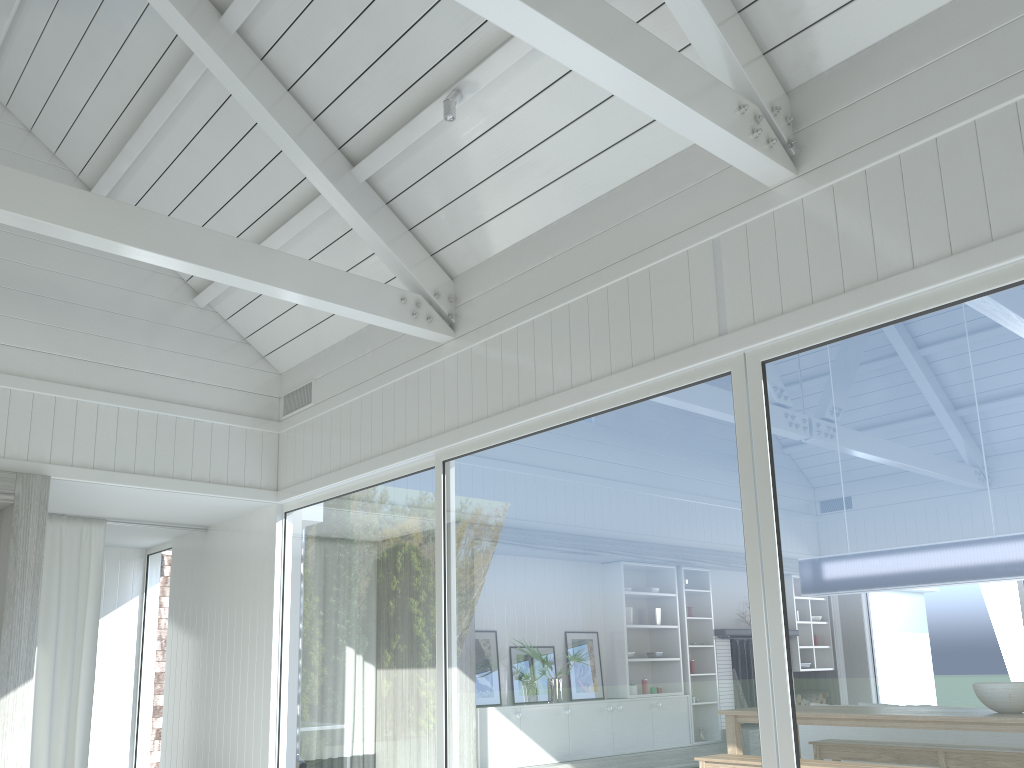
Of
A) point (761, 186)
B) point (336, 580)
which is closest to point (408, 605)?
point (336, 580)

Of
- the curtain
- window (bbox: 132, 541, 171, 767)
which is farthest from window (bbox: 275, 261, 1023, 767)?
window (bbox: 132, 541, 171, 767)

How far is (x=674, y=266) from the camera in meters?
4.2

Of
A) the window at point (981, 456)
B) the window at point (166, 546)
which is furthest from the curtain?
the window at point (981, 456)

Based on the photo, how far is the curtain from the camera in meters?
6.6 m

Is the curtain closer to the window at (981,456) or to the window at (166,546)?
the window at (166,546)

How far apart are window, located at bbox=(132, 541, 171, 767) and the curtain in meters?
1.5

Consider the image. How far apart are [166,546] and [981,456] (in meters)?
7.66

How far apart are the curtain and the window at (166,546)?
1.5m

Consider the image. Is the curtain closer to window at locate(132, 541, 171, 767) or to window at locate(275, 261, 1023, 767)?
window at locate(132, 541, 171, 767)
